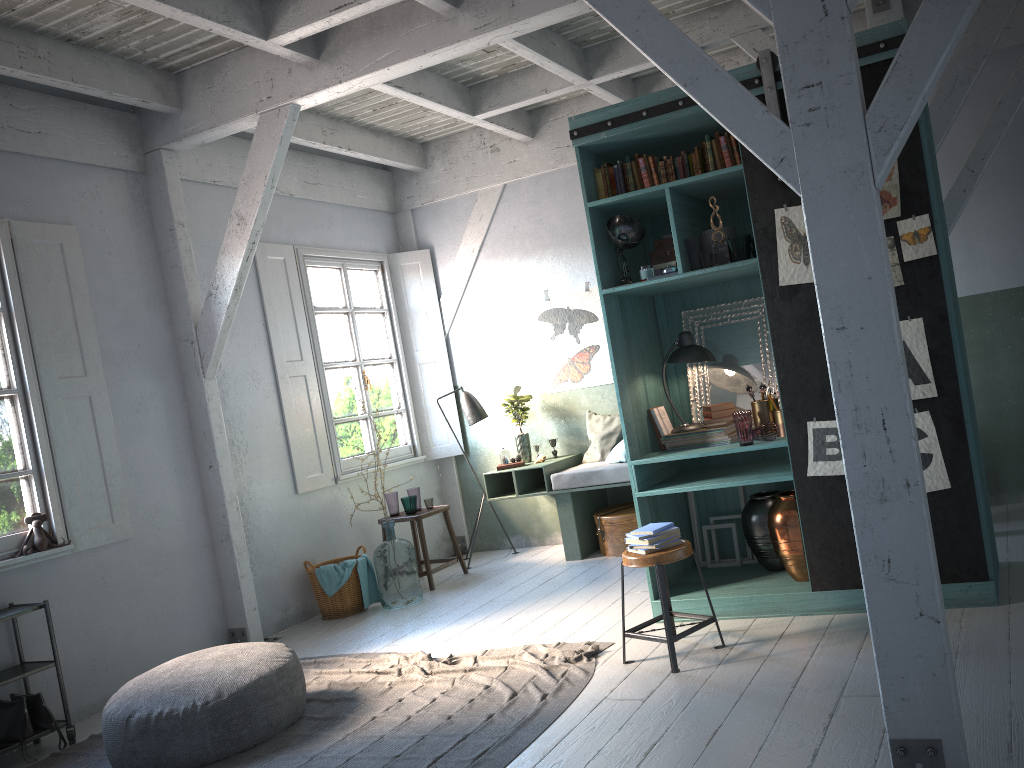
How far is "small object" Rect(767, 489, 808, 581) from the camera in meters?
5.3

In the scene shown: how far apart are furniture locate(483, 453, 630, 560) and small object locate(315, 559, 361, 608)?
1.5 meters

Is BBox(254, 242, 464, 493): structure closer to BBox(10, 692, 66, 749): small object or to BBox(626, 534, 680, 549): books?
BBox(10, 692, 66, 749): small object

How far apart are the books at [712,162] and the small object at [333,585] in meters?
4.6 m

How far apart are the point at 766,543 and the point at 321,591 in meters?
4.0

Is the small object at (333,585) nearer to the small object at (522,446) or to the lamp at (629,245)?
the small object at (522,446)

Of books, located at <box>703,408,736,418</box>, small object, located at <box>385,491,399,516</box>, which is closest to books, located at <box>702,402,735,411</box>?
books, located at <box>703,408,736,418</box>

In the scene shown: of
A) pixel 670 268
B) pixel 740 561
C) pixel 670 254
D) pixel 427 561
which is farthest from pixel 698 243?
pixel 427 561

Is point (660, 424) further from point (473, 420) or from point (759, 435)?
point (473, 420)

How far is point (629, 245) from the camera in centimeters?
562cm
